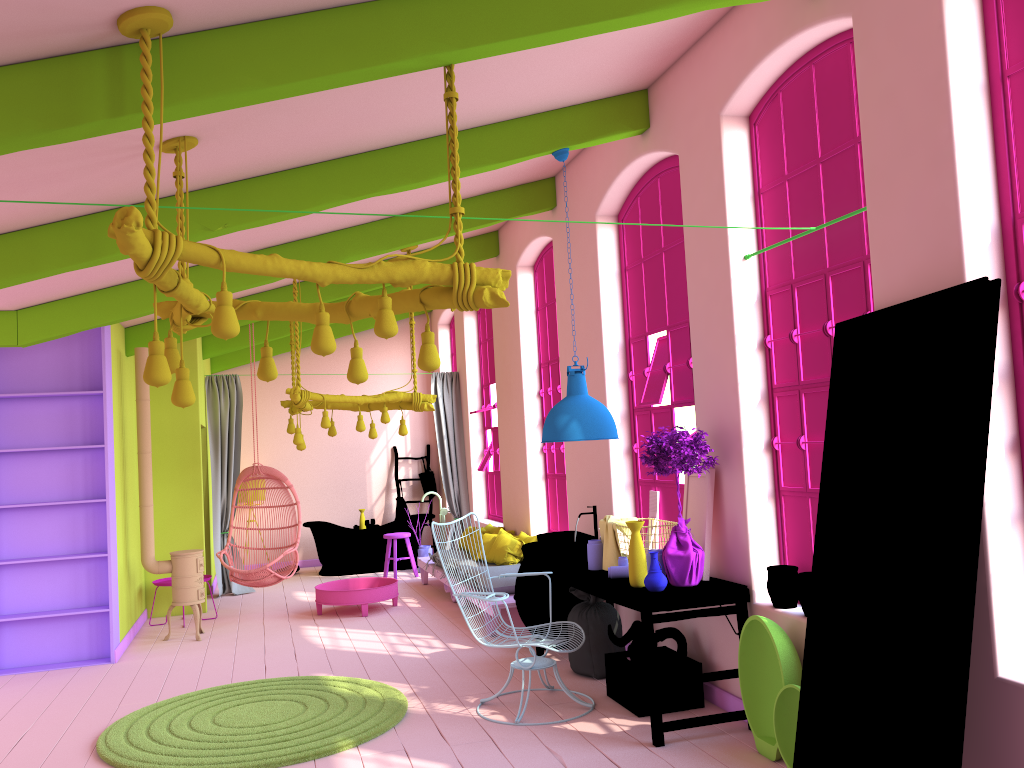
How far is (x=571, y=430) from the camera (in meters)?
5.74

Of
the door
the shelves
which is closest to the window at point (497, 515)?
the shelves

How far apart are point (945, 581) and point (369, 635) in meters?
6.0 m

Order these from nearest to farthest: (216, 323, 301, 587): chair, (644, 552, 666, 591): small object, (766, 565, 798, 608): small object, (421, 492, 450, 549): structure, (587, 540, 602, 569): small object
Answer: (766, 565, 798, 608): small object → (644, 552, 666, 591): small object → (587, 540, 602, 569): small object → (216, 323, 301, 587): chair → (421, 492, 450, 549): structure

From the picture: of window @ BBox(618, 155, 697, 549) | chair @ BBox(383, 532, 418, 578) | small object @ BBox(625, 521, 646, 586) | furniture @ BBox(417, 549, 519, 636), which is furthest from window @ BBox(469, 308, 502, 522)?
small object @ BBox(625, 521, 646, 586)

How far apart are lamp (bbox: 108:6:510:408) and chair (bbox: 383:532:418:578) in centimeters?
A: 733cm

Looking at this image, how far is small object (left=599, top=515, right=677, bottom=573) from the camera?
5.9m

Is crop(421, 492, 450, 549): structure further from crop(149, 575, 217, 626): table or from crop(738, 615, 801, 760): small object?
crop(738, 615, 801, 760): small object

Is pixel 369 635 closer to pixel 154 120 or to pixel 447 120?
pixel 447 120

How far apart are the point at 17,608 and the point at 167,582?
1.9m
